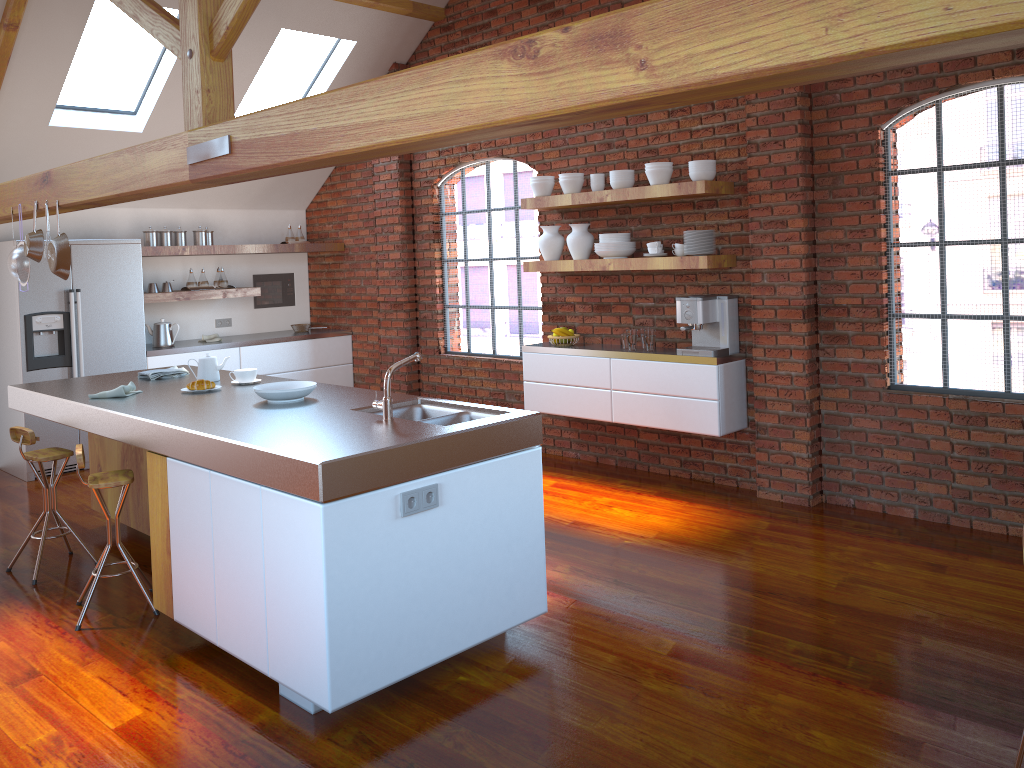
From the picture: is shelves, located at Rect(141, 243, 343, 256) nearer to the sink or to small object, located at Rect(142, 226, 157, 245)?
small object, located at Rect(142, 226, 157, 245)

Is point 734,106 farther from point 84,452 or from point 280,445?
point 84,452

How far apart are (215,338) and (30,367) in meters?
1.6 m

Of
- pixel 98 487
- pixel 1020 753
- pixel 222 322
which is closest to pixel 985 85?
pixel 1020 753

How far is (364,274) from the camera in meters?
8.2 m

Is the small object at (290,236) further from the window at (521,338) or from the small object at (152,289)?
the window at (521,338)

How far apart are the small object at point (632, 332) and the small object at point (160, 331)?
4.0 meters

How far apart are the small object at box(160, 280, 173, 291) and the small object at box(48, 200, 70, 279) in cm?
266

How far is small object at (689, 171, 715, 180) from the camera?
5.3 meters

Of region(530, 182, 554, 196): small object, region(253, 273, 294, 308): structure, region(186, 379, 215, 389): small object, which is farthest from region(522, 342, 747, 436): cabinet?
region(253, 273, 294, 308): structure
